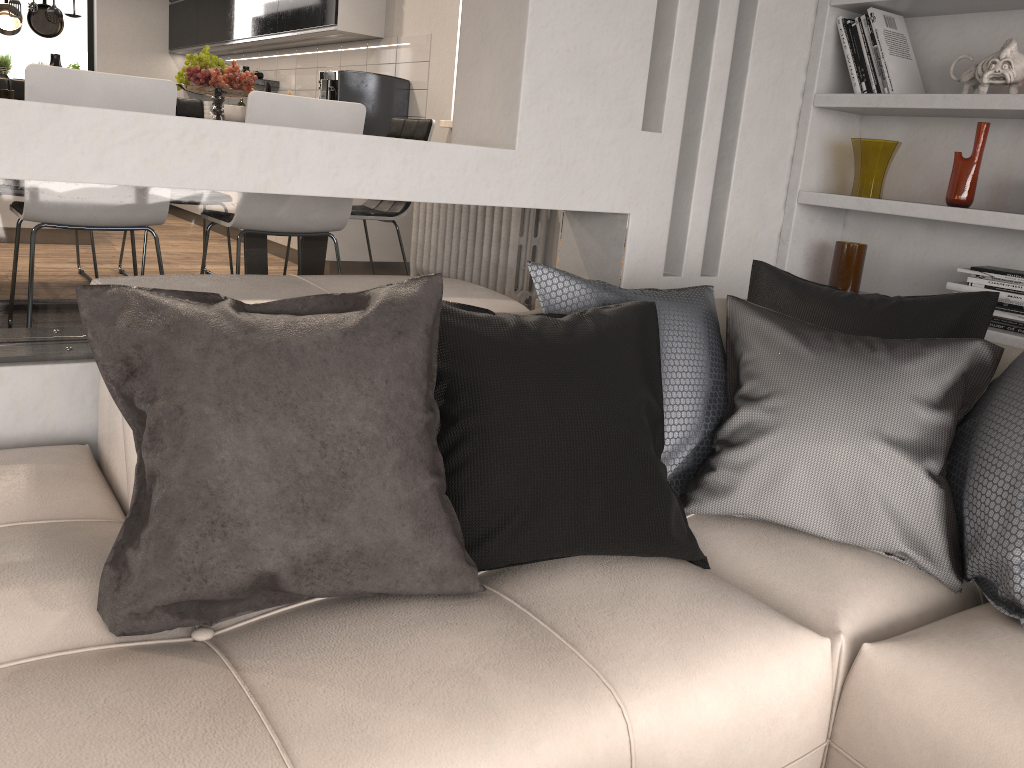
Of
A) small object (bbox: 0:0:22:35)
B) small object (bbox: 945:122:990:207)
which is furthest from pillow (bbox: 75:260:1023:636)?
small object (bbox: 0:0:22:35)

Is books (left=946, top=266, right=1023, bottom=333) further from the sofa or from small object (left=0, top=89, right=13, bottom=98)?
small object (left=0, top=89, right=13, bottom=98)

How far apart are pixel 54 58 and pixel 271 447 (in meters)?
2.86

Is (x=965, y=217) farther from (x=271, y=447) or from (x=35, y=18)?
(x=35, y=18)

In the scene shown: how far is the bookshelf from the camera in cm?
271

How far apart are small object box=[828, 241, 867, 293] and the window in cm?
806

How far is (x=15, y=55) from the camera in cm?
832

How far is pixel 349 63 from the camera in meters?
6.2

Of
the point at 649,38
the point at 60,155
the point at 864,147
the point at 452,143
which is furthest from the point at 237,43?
the point at 60,155

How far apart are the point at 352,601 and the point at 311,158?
1.2 meters
